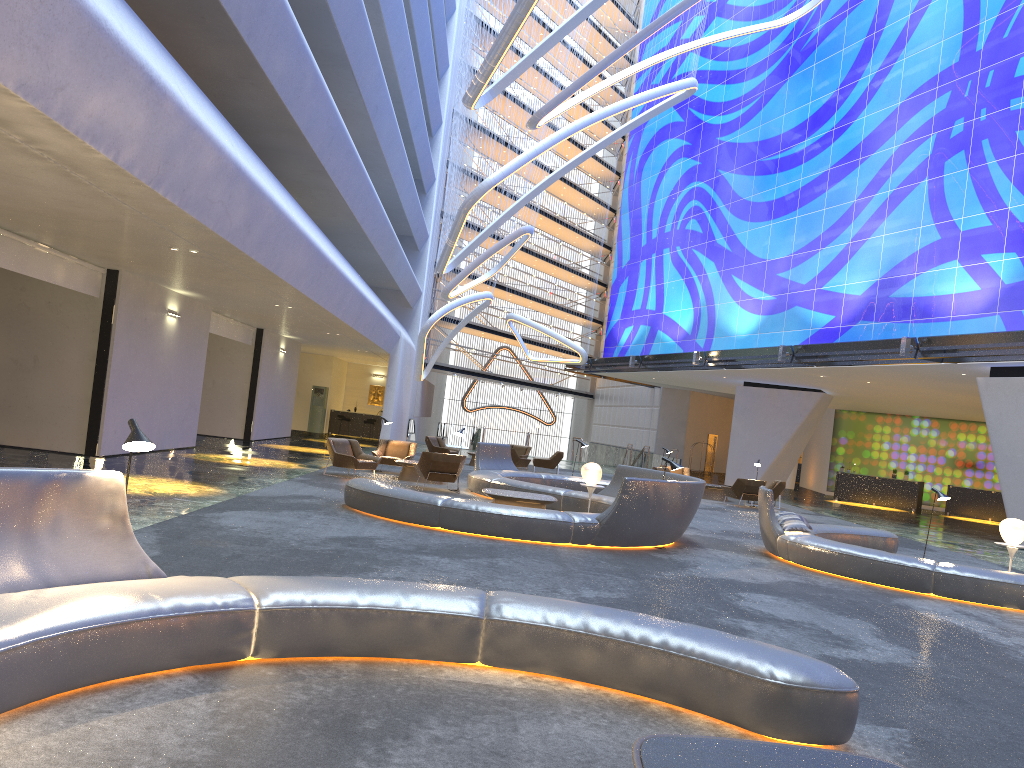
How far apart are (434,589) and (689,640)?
A: 1.60m

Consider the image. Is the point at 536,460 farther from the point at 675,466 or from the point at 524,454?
the point at 675,466

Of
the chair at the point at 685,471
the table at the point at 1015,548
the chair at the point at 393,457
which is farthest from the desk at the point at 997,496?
the chair at the point at 393,457

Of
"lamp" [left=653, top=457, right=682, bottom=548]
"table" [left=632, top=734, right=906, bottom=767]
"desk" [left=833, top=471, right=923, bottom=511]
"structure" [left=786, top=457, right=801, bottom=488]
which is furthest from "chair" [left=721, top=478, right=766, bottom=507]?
"table" [left=632, top=734, right=906, bottom=767]

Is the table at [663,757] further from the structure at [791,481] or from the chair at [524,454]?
the structure at [791,481]

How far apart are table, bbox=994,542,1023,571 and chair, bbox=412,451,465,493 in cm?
935

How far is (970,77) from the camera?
23.2m

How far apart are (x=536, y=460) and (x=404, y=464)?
9.1 meters

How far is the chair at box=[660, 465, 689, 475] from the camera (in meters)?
26.70

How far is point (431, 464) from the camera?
17.1 meters
